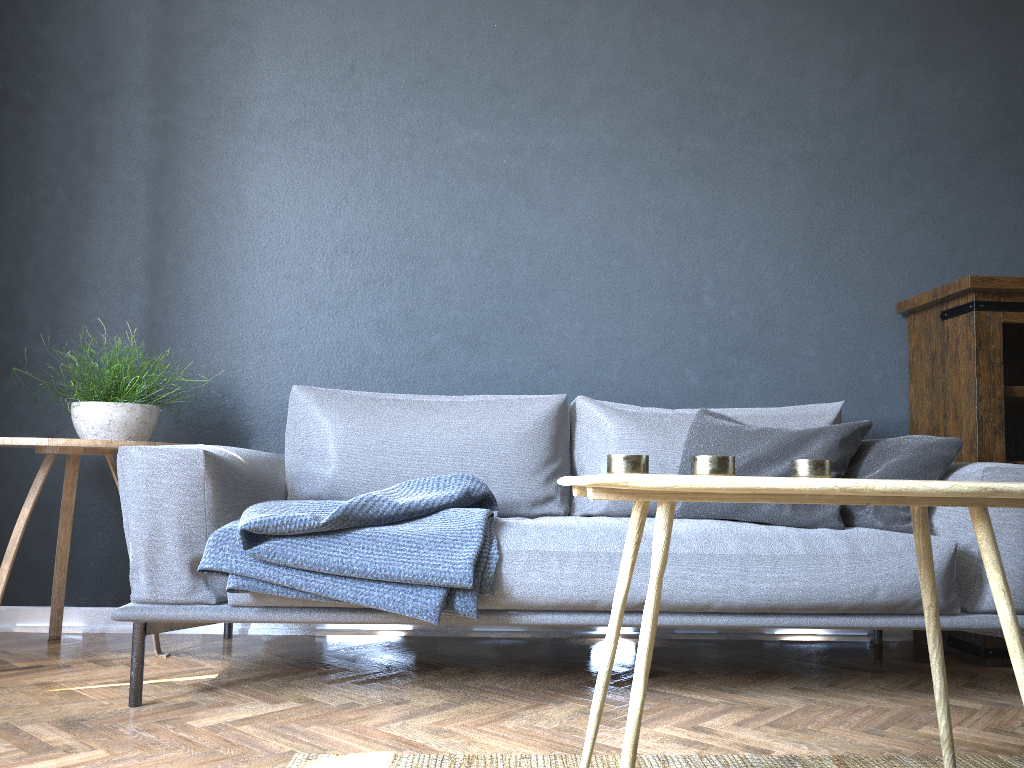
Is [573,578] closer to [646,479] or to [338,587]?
[338,587]

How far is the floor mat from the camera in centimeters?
164cm

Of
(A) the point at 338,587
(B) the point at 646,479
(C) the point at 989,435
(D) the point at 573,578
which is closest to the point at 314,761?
(A) the point at 338,587

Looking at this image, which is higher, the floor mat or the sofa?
the sofa

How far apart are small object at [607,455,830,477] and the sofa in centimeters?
62cm

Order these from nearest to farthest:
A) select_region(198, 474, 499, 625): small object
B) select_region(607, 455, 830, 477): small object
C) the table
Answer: the table, select_region(607, 455, 830, 477): small object, select_region(198, 474, 499, 625): small object

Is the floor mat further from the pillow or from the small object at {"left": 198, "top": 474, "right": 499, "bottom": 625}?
the pillow

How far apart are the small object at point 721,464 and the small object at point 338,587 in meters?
0.6 m

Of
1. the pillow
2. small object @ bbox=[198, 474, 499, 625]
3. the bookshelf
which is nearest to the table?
small object @ bbox=[198, 474, 499, 625]

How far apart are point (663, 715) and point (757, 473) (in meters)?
0.71
